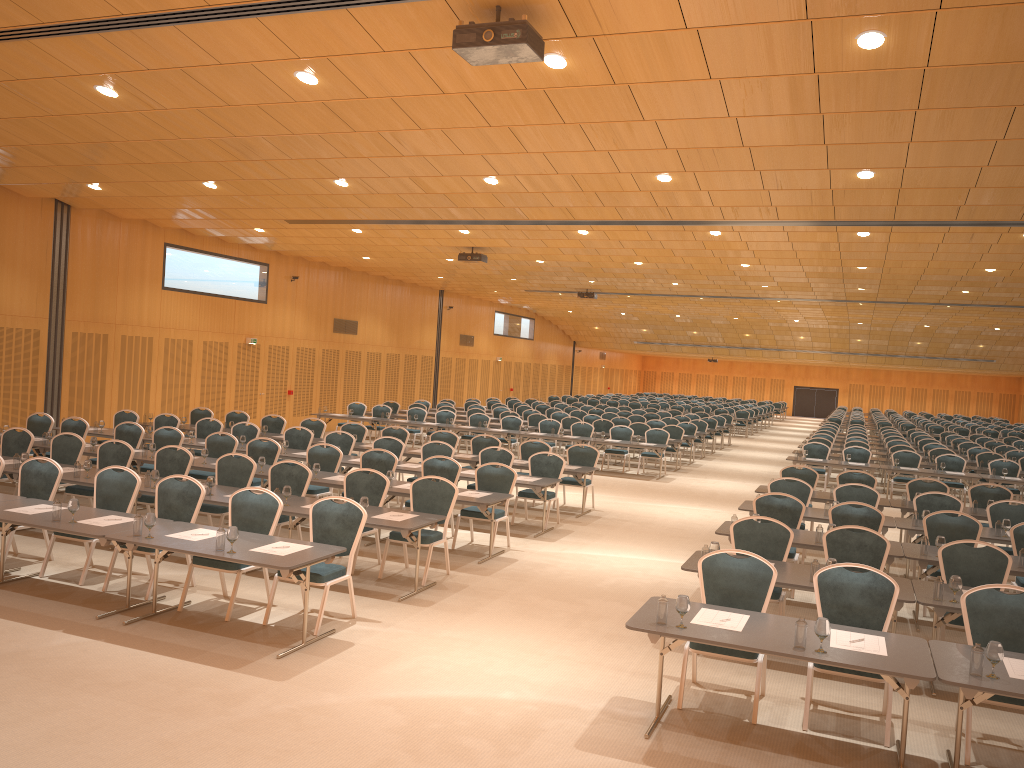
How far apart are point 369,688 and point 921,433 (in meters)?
28.25

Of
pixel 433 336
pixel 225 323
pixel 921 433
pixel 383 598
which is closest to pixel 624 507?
pixel 383 598

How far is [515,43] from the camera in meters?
6.4 m

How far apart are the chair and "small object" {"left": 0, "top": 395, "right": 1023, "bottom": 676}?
0.7m

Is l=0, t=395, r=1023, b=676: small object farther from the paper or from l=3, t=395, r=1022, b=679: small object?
the paper

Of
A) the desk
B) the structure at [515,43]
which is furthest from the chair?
the structure at [515,43]

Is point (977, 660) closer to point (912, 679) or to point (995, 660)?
point (995, 660)

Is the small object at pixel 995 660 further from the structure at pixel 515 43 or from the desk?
the structure at pixel 515 43

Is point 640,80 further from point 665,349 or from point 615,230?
point 665,349

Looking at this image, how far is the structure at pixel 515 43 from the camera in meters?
6.4
